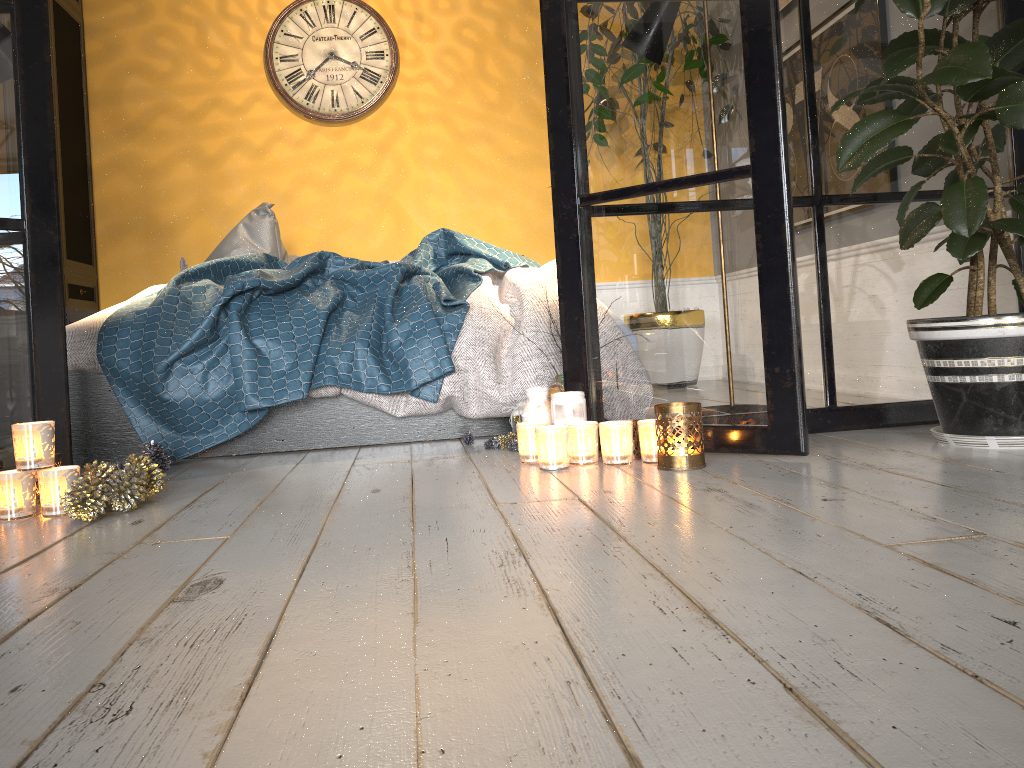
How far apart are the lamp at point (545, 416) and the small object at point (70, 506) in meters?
0.9 m

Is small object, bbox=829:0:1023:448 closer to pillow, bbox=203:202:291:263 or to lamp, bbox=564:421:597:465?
lamp, bbox=564:421:597:465

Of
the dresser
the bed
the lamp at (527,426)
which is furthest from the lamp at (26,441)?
the dresser

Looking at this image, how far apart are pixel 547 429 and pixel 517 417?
0.5 meters

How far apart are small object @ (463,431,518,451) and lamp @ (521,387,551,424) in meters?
0.2

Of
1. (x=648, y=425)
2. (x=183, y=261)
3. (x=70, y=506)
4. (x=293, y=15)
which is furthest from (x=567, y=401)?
(x=293, y=15)

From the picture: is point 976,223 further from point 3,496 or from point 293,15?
point 293,15

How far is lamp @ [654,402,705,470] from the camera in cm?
194

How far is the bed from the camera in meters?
2.6

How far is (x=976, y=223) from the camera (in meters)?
1.83
